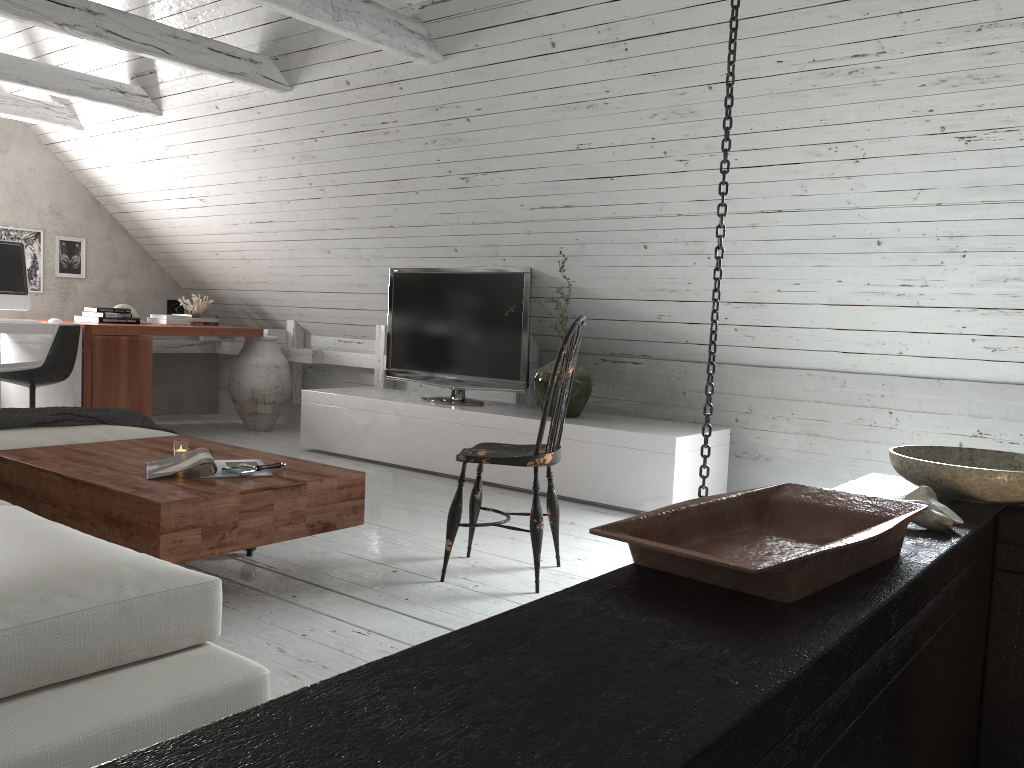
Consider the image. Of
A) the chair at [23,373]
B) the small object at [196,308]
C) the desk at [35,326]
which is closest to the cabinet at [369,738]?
the chair at [23,373]

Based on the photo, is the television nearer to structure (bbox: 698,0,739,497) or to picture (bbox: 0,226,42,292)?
structure (bbox: 698,0,739,497)

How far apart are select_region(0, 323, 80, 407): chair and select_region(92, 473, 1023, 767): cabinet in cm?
438

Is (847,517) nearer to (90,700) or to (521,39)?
(90,700)

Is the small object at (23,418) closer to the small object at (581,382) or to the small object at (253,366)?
the small object at (581,382)

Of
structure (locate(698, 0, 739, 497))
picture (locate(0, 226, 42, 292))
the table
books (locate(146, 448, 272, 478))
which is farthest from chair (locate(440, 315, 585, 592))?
picture (locate(0, 226, 42, 292))

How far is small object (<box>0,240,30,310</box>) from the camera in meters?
5.3

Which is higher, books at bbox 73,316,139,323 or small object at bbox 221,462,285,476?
books at bbox 73,316,139,323

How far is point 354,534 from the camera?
3.58m

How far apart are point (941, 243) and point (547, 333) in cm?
234
